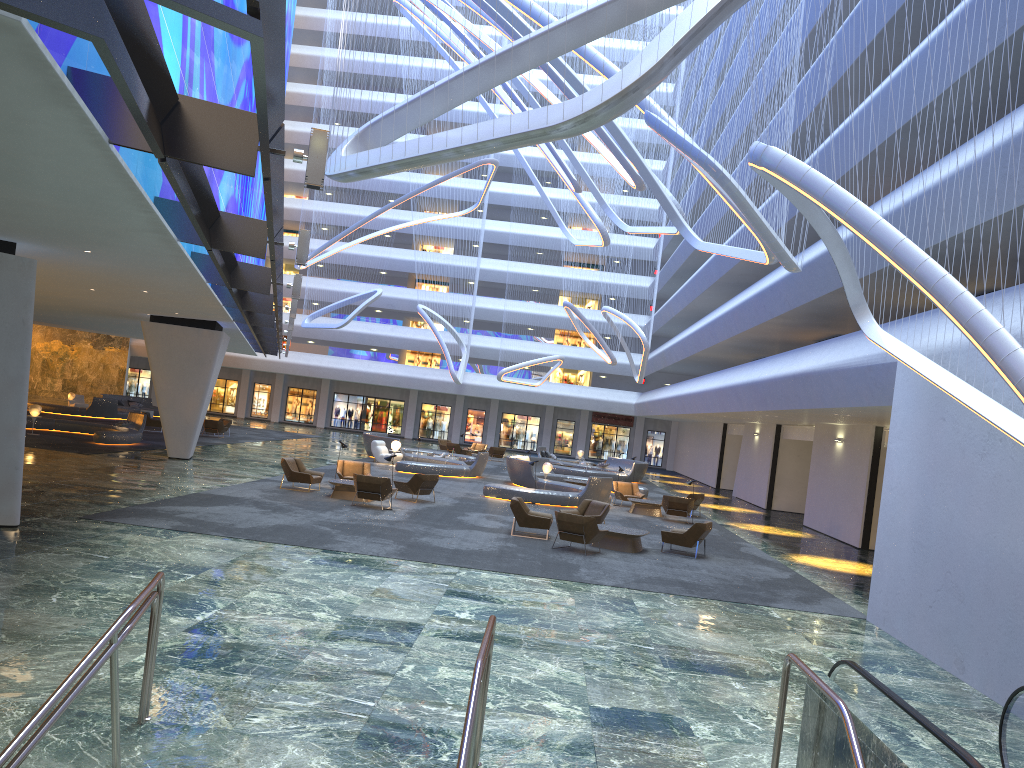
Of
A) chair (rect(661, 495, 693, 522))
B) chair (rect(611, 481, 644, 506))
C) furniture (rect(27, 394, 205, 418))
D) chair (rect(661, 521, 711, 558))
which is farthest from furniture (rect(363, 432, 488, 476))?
chair (rect(661, 521, 711, 558))

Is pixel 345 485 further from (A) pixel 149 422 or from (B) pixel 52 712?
(A) pixel 149 422

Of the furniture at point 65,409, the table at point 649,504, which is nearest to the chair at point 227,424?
the furniture at point 65,409

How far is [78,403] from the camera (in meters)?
44.98

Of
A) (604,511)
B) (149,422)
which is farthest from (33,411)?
(604,511)

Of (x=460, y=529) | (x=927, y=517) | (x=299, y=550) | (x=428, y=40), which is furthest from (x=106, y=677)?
(x=428, y=40)

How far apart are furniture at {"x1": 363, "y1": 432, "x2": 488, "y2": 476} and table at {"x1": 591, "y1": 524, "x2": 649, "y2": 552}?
13.9m

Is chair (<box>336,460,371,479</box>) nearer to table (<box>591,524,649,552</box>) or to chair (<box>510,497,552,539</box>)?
chair (<box>510,497,552,539</box>)

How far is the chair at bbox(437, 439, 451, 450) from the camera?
47.3 meters

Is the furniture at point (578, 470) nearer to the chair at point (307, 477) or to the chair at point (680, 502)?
the chair at point (680, 502)
